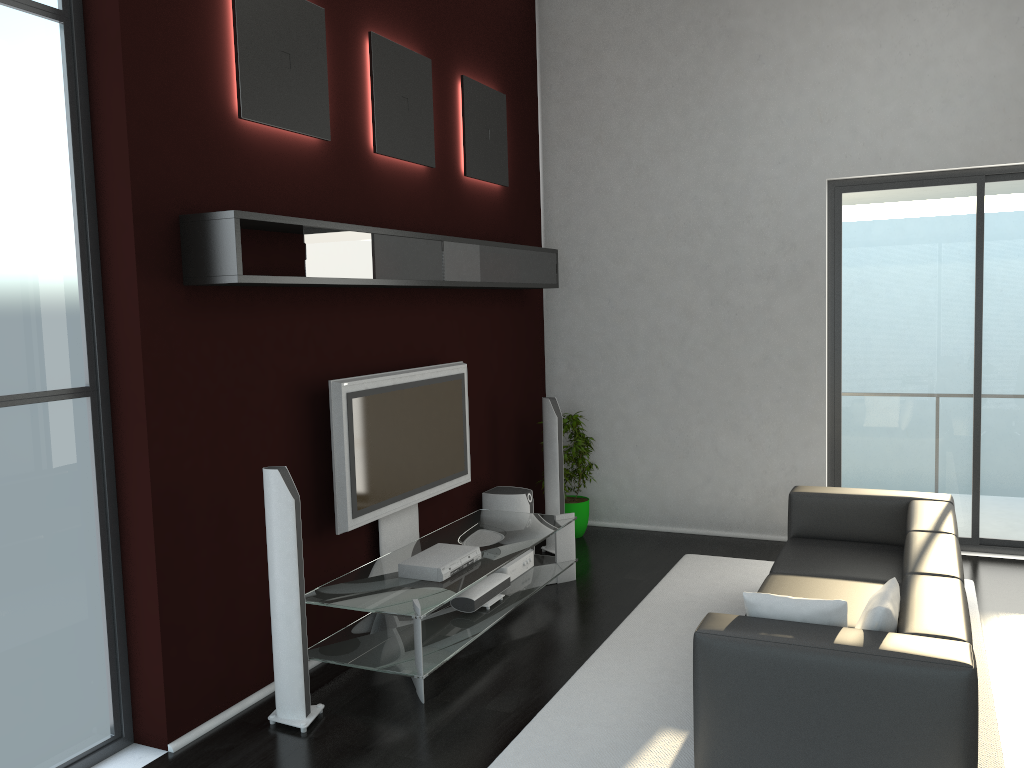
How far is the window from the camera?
3.4 meters

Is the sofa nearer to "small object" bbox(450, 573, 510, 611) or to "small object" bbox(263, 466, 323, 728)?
"small object" bbox(450, 573, 510, 611)

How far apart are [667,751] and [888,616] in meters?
1.1

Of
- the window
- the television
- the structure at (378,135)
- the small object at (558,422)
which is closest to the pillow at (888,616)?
the television

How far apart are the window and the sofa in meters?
2.4

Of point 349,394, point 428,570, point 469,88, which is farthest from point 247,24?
point 428,570

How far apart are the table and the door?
2.21m

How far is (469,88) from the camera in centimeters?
610cm

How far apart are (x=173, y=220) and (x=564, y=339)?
4.10m

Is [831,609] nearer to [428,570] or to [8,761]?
[428,570]
